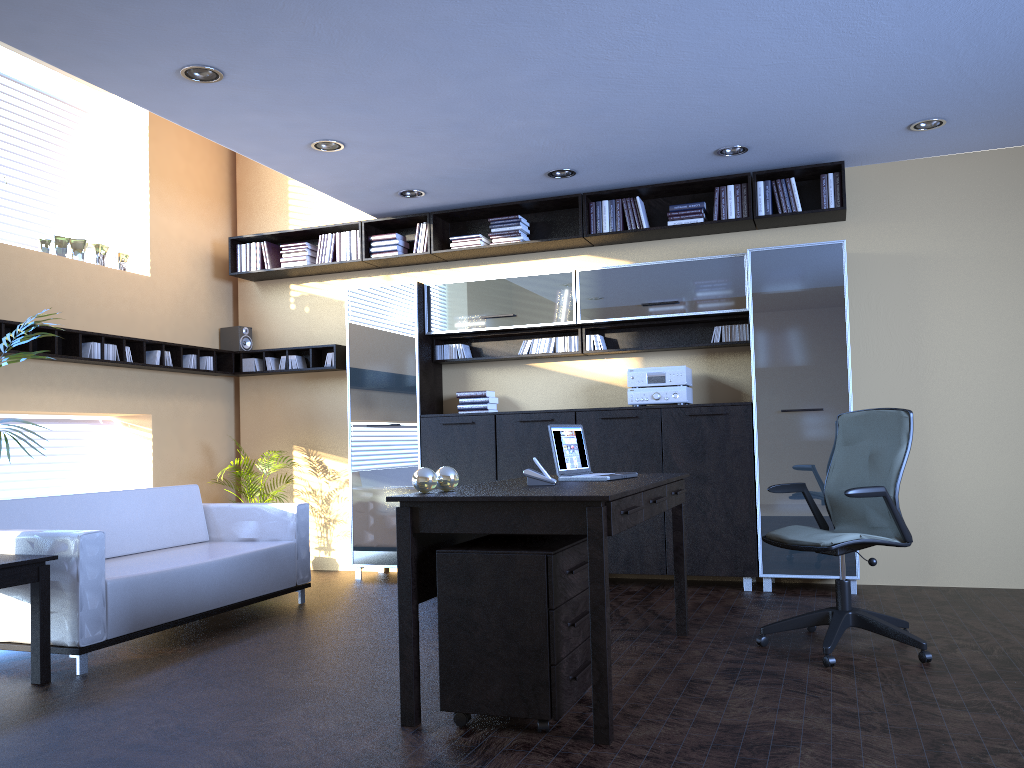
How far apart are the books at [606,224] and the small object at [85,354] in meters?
3.9

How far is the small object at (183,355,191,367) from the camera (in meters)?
7.48

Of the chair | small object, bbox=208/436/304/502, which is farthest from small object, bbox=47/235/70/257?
the chair

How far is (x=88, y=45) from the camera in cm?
424

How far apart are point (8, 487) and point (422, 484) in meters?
4.3 m

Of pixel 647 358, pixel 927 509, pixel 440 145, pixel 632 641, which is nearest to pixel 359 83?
pixel 440 145

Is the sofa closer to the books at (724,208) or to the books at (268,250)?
the books at (268,250)

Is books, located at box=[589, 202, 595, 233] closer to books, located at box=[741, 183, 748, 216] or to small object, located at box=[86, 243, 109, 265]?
books, located at box=[741, 183, 748, 216]

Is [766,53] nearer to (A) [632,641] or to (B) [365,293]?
(A) [632,641]

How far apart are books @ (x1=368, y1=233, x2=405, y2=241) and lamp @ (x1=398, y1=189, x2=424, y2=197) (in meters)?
0.58
